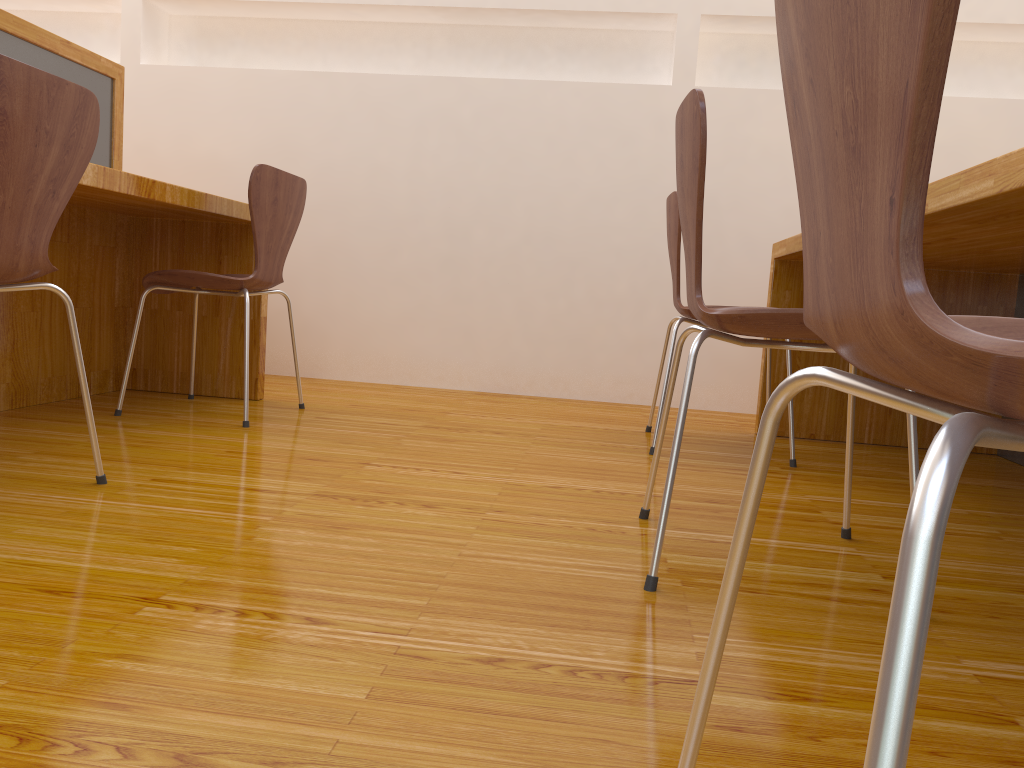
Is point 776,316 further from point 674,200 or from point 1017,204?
point 674,200

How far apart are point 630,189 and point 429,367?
1.04m

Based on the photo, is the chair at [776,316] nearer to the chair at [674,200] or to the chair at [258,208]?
Answer: the chair at [674,200]

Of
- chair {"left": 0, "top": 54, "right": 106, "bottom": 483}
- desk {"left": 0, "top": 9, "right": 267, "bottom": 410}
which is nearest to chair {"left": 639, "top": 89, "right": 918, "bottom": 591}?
chair {"left": 0, "top": 54, "right": 106, "bottom": 483}

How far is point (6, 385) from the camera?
2.32m

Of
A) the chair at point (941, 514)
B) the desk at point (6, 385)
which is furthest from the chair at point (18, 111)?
the chair at point (941, 514)

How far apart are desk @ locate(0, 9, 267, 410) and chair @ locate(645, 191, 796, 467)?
1.2m

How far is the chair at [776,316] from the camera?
1.2m

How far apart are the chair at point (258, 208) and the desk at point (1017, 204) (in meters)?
1.40

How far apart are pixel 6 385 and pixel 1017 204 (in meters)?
2.31
